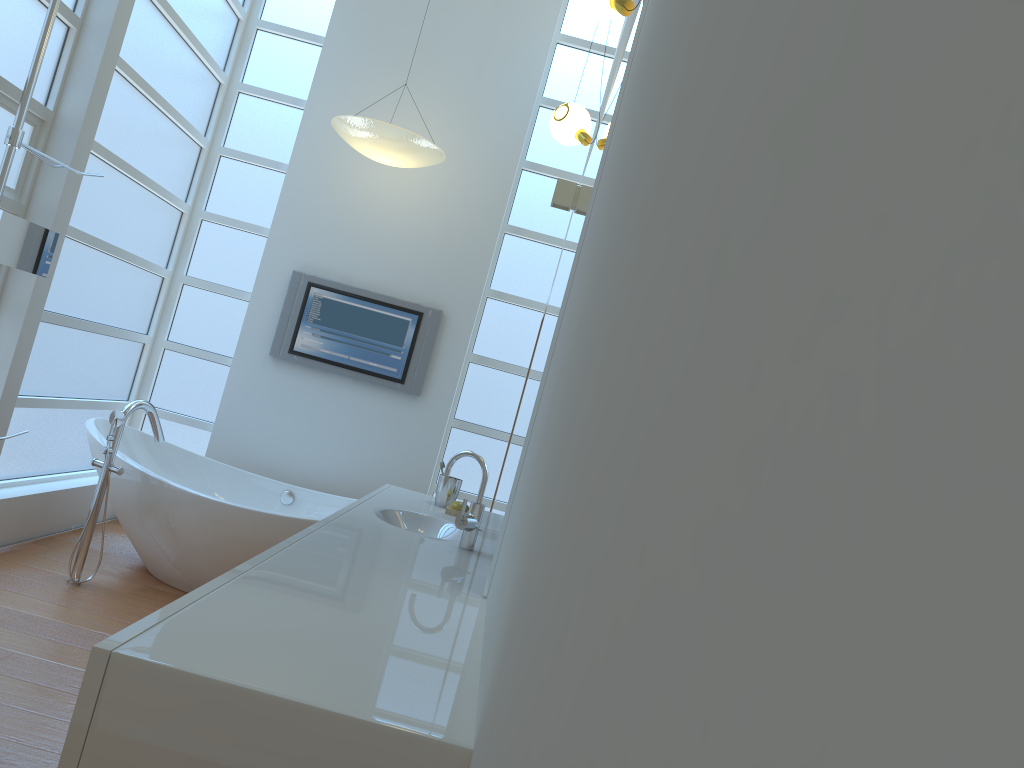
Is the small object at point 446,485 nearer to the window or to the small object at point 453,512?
the small object at point 453,512

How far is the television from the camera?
5.1 meters

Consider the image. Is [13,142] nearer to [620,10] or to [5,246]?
[5,246]

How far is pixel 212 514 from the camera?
3.8m

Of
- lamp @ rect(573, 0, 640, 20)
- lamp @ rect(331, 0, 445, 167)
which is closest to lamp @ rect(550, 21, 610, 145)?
lamp @ rect(573, 0, 640, 20)

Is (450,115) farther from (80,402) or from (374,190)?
(80,402)

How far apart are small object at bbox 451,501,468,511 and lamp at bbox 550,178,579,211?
1.6m

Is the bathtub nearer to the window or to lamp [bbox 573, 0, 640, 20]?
the window

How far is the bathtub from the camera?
3.83m

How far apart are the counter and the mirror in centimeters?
145cm
